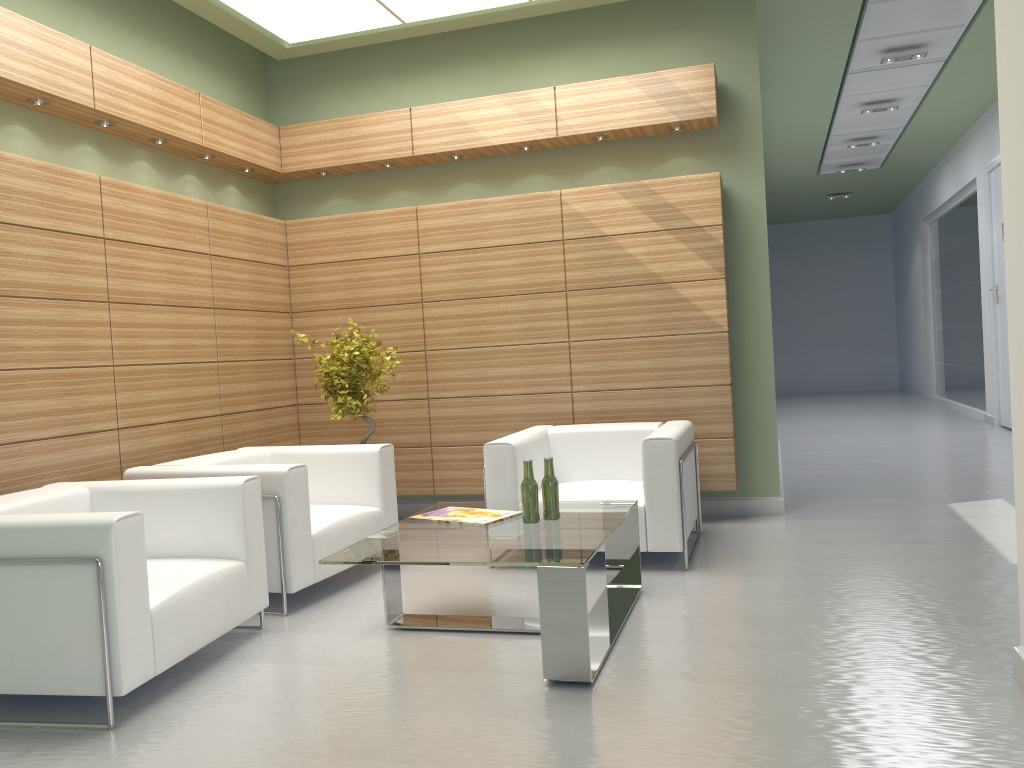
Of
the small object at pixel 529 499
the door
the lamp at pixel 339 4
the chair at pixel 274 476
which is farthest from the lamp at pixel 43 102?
the door

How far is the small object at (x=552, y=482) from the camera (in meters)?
6.67

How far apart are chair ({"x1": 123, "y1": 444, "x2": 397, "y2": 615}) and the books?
1.10m

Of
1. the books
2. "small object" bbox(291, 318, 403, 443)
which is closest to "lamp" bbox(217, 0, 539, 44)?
"small object" bbox(291, 318, 403, 443)

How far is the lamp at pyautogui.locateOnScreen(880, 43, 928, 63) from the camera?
13.5m

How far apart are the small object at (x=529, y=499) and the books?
0.3 meters

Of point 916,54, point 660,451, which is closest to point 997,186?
point 916,54

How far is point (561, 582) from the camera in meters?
5.3 m

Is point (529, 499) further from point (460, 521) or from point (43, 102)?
point (43, 102)

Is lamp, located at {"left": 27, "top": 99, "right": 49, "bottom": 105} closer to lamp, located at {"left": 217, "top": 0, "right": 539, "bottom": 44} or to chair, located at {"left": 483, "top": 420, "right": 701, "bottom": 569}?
lamp, located at {"left": 217, "top": 0, "right": 539, "bottom": 44}
